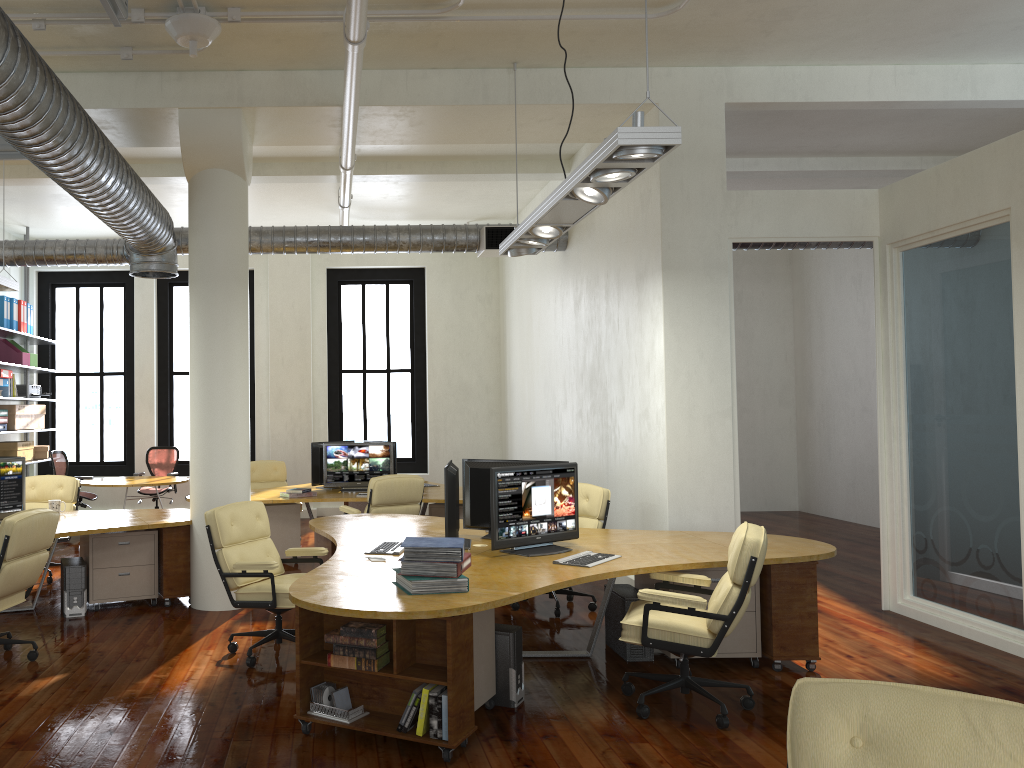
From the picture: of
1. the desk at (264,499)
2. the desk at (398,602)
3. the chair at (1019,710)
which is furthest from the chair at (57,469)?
the chair at (1019,710)

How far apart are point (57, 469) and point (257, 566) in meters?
7.2

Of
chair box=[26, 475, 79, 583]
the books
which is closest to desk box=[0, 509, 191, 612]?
chair box=[26, 475, 79, 583]

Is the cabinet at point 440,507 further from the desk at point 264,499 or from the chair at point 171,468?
the chair at point 171,468

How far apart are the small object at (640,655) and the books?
1.7 meters

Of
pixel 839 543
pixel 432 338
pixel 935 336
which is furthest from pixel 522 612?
pixel 432 338

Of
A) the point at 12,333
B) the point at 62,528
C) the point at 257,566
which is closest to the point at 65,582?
the point at 62,528

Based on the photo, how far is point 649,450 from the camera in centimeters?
752cm

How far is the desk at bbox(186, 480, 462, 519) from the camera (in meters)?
9.26

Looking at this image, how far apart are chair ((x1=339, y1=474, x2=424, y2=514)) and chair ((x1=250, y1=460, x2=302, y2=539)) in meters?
2.7
